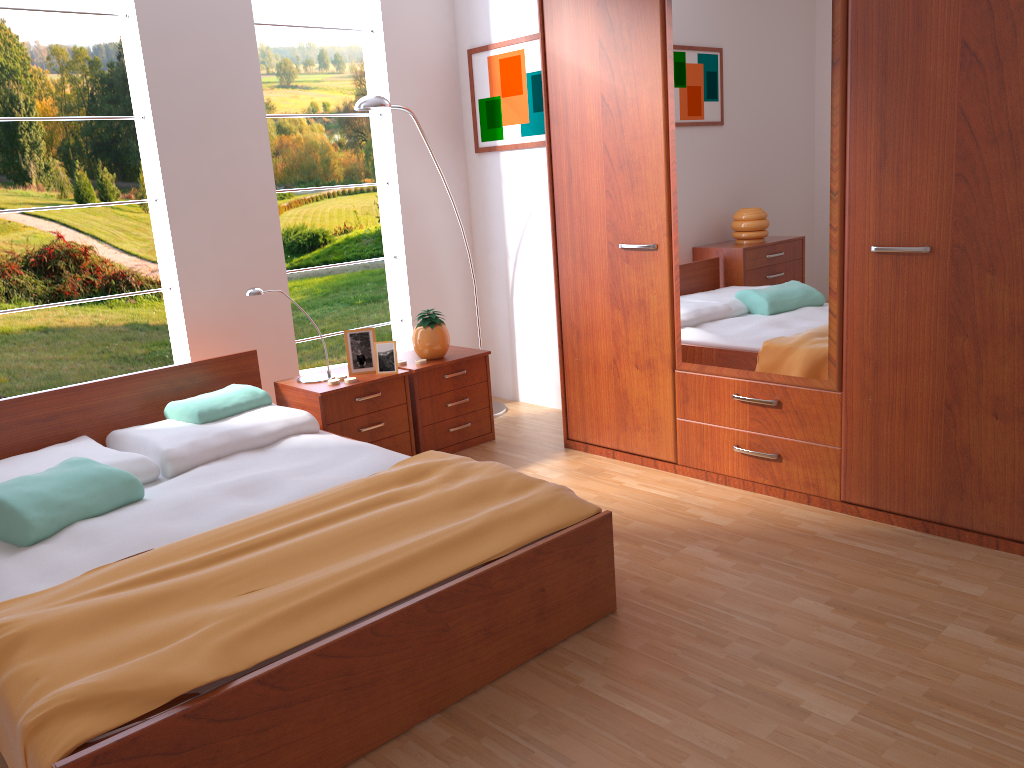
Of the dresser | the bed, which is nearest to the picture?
the dresser

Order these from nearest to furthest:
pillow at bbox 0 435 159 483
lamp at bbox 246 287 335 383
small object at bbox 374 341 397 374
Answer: pillow at bbox 0 435 159 483 < lamp at bbox 246 287 335 383 < small object at bbox 374 341 397 374

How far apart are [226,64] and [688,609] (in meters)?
2.95

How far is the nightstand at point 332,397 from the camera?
3.6 meters

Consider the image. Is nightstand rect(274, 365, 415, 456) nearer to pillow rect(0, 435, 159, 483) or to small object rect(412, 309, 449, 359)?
small object rect(412, 309, 449, 359)

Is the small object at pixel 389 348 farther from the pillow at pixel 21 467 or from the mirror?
the mirror

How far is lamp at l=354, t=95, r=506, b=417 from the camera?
3.8m

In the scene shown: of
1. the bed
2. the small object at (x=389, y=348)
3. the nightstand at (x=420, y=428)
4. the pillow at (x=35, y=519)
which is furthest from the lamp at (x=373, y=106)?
the pillow at (x=35, y=519)

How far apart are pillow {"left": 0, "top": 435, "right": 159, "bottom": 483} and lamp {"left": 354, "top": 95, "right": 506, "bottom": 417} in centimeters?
177cm

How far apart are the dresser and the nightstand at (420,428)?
0.4m
